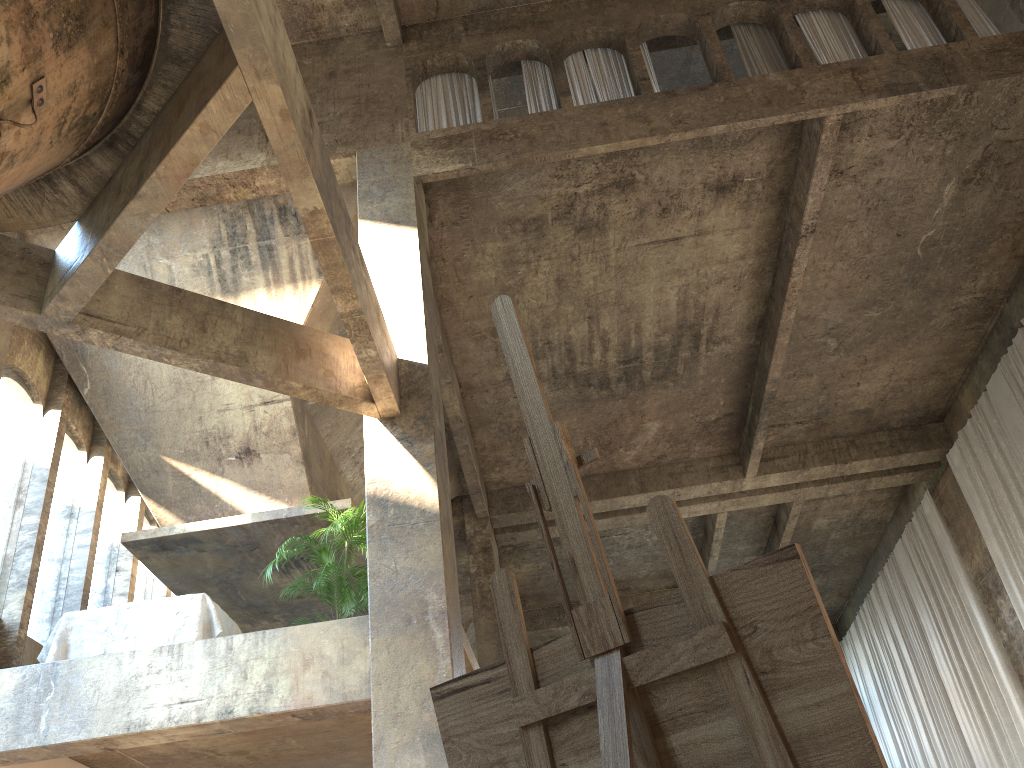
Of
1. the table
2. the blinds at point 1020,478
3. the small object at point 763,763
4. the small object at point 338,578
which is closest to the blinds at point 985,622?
the blinds at point 1020,478

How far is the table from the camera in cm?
778

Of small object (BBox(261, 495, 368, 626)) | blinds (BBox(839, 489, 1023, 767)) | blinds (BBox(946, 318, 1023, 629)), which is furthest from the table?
blinds (BBox(839, 489, 1023, 767))

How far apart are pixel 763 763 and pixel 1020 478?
13.76m

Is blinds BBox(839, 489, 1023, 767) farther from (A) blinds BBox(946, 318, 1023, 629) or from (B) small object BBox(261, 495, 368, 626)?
(B) small object BBox(261, 495, 368, 626)

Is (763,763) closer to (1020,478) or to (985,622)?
(1020,478)

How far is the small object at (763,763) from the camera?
1.2 meters

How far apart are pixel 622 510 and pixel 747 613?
14.9 meters

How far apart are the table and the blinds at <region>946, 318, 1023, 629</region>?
10.99m

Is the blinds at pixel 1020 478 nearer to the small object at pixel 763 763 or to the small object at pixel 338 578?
the small object at pixel 338 578
